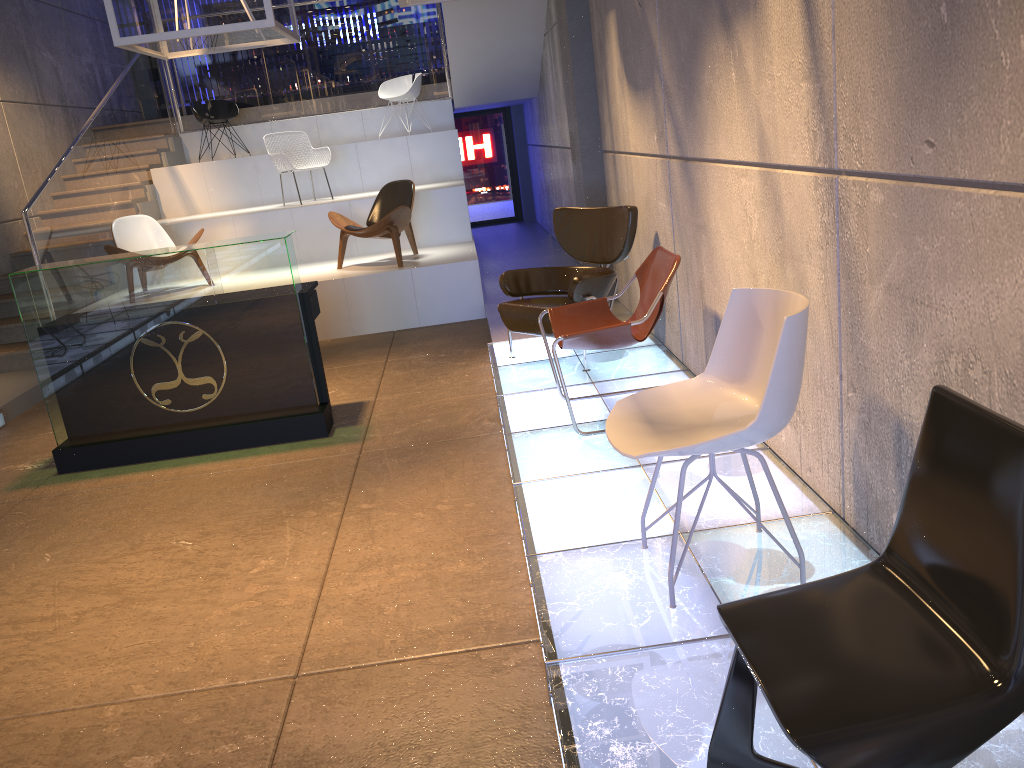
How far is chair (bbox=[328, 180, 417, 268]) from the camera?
8.2 meters

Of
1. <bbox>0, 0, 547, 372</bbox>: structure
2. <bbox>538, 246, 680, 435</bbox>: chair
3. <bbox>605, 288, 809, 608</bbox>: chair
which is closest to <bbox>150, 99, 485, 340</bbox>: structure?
<bbox>0, 0, 547, 372</bbox>: structure

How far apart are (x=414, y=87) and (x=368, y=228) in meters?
3.9

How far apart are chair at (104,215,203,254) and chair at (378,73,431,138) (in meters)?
3.83

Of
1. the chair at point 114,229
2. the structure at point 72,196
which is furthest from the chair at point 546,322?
the structure at point 72,196

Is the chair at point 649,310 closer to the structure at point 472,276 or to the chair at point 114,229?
the structure at point 472,276

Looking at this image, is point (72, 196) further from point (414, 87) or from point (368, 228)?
point (414, 87)

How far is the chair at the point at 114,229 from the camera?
8.5 meters

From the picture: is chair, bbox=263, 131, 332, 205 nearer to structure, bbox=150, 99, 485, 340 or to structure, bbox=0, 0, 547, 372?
structure, bbox=150, 99, 485, 340

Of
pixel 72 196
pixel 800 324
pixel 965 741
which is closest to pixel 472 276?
pixel 72 196
